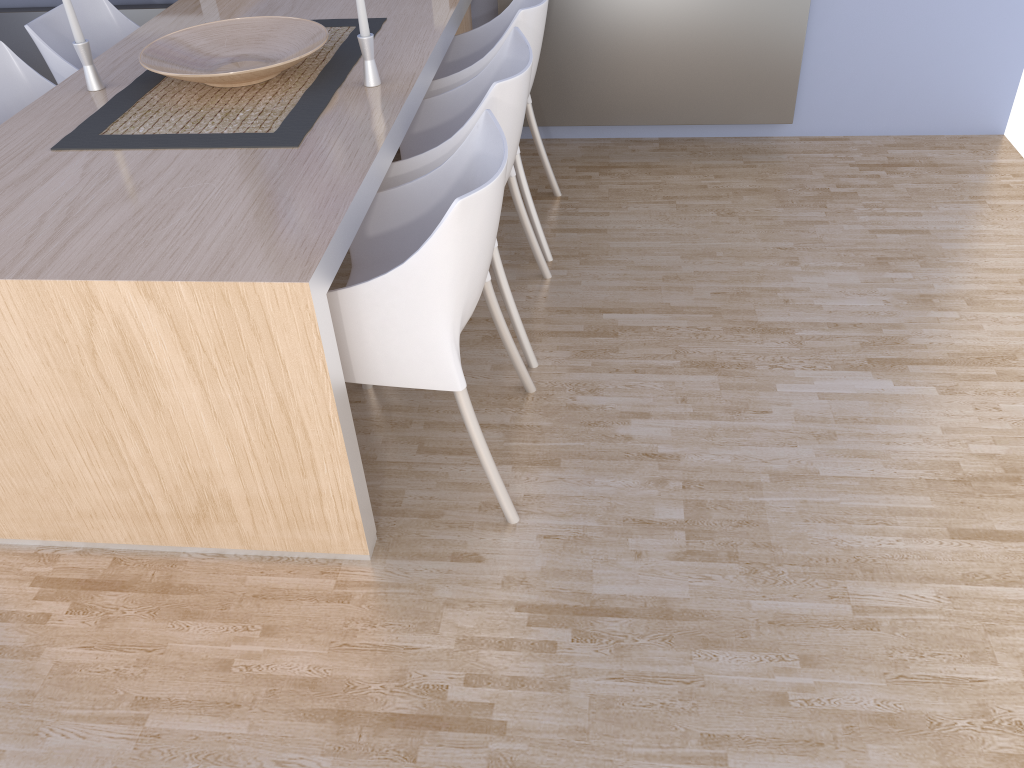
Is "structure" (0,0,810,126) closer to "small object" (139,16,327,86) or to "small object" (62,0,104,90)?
"small object" (139,16,327,86)

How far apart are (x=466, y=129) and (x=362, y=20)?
0.4m

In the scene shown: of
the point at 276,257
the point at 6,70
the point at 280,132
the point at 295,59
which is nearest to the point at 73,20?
the point at 6,70

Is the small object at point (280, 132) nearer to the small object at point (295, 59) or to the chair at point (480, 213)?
the small object at point (295, 59)

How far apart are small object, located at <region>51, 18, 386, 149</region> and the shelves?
0.6m

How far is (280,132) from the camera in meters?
2.1 m

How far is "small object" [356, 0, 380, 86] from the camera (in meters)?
2.19

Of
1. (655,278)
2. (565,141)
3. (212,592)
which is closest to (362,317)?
(212,592)

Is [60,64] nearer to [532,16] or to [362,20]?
[362,20]

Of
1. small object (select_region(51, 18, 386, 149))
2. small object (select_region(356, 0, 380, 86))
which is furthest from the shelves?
small object (select_region(356, 0, 380, 86))
